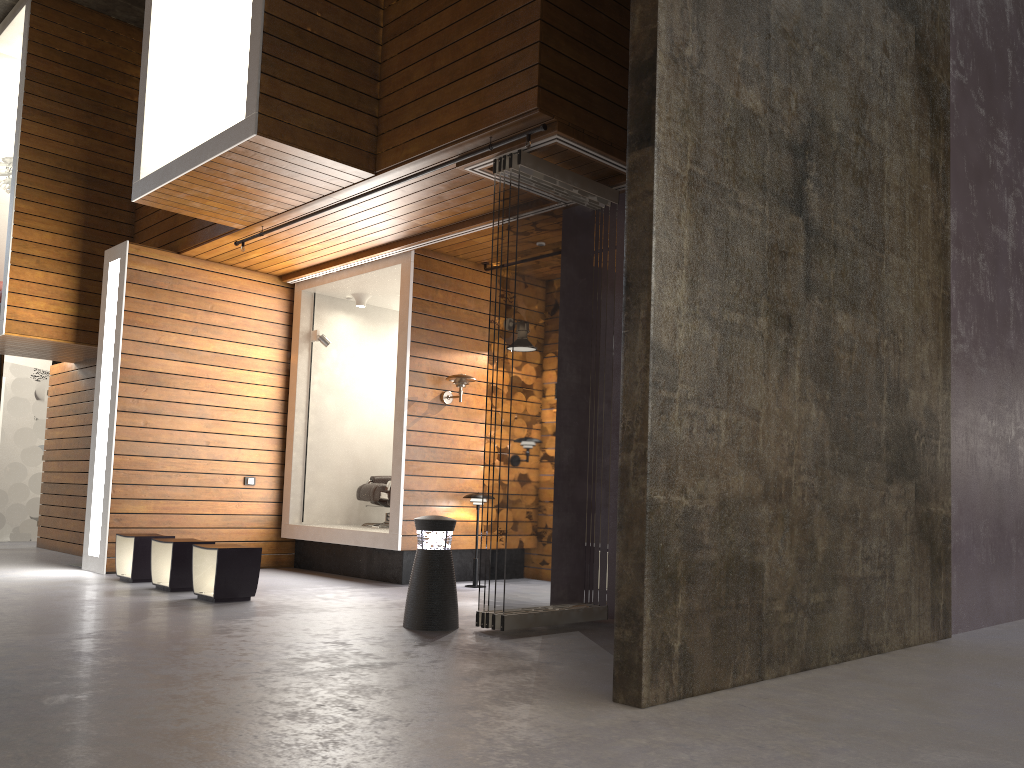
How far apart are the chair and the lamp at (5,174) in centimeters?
494cm

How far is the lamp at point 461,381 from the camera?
8.0 meters

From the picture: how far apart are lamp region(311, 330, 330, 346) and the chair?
1.5 meters

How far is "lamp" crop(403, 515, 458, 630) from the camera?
5.3m

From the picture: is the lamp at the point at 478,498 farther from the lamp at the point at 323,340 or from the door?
the door

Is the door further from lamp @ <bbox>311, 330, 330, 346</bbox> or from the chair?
the chair

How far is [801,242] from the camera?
4.6 meters

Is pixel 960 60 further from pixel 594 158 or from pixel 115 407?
pixel 115 407

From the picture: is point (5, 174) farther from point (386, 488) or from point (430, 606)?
point (430, 606)

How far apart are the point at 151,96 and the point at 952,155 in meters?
6.2
